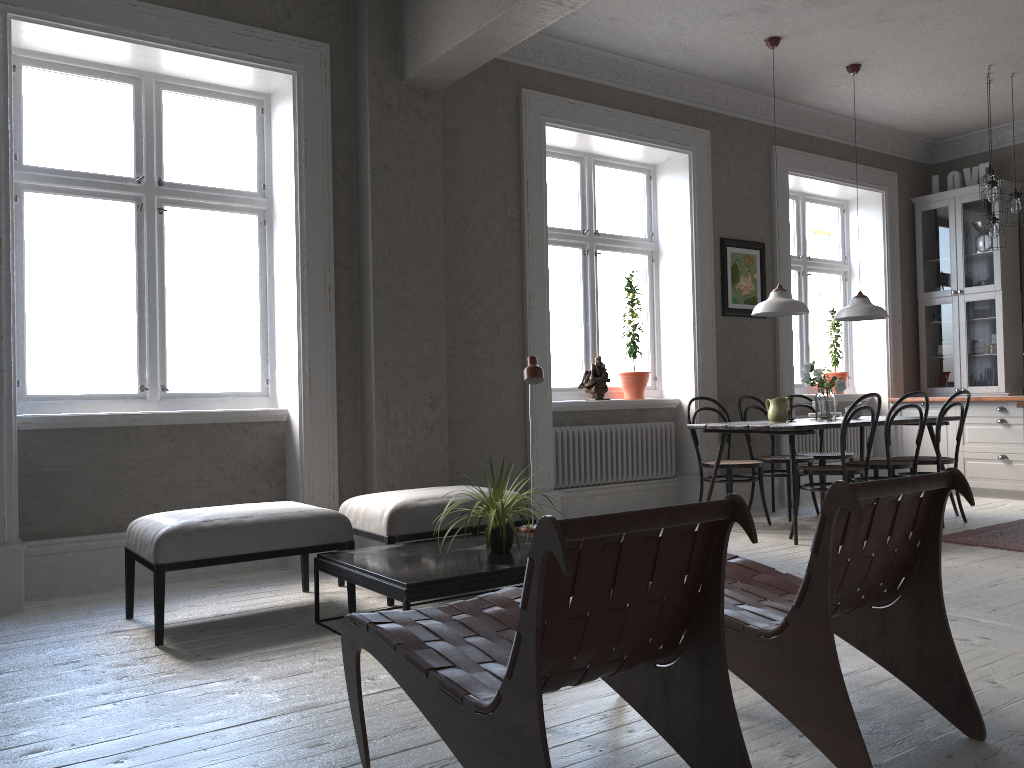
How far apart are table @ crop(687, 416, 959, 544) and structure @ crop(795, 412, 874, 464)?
1.3 meters

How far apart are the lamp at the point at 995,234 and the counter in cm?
136

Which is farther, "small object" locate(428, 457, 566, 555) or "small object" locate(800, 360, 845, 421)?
"small object" locate(800, 360, 845, 421)

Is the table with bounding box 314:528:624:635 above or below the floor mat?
above

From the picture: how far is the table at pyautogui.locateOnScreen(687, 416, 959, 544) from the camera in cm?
533

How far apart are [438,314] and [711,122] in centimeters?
303cm

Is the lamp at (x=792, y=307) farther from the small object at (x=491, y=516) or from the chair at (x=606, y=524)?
the chair at (x=606, y=524)

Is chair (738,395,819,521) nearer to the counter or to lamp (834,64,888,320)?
lamp (834,64,888,320)

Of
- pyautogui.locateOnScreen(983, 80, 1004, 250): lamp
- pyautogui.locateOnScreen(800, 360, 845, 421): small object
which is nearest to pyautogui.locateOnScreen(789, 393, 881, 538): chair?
pyautogui.locateOnScreen(800, 360, 845, 421): small object

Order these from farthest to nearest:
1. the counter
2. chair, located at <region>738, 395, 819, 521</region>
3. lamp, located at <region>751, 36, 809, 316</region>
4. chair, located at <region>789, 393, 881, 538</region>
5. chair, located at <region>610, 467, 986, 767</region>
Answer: chair, located at <region>738, 395, 819, 521</region>
lamp, located at <region>751, 36, 809, 316</region>
chair, located at <region>789, 393, 881, 538</region>
the counter
chair, located at <region>610, 467, 986, 767</region>
